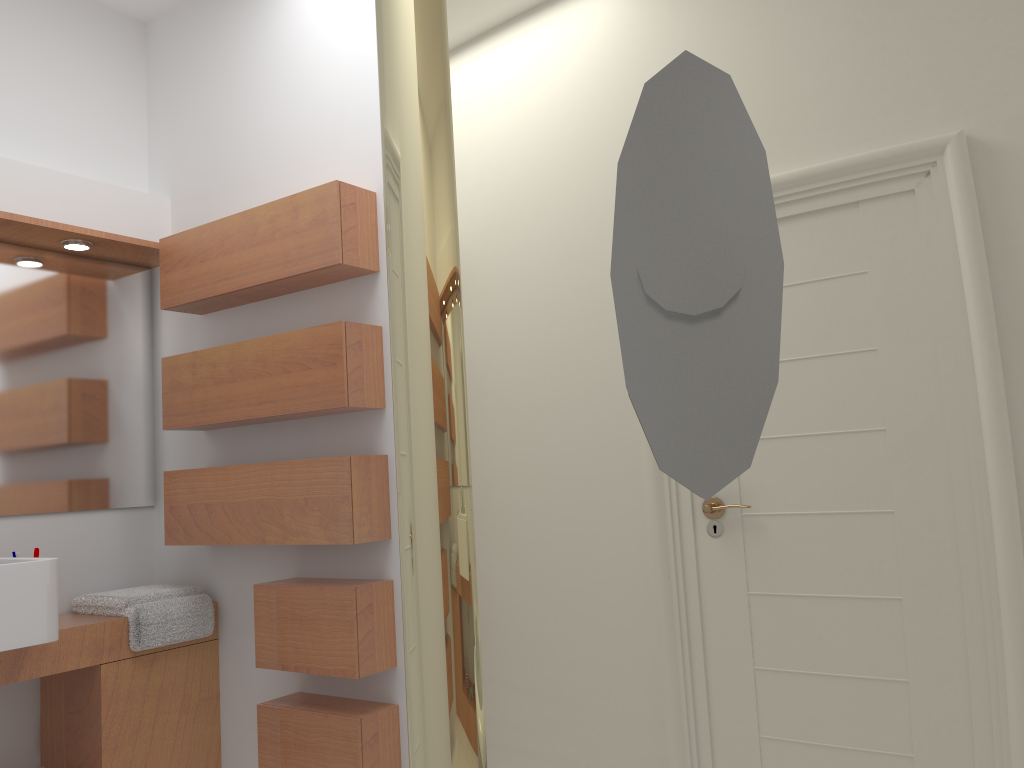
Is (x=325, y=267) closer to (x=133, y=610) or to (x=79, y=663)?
(x=133, y=610)

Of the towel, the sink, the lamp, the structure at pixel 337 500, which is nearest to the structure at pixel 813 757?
the structure at pixel 337 500

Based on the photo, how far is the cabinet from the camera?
2.60m

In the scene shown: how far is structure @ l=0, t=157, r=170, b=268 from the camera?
2.8 meters

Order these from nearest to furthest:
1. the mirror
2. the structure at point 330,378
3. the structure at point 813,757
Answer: the structure at point 813,757 < the structure at point 330,378 < the mirror

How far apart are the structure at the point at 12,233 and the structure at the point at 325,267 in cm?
6

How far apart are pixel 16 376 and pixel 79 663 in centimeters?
96cm

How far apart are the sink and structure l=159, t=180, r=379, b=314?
0.93m

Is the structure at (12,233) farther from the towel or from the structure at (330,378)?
the towel

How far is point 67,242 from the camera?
2.90m
